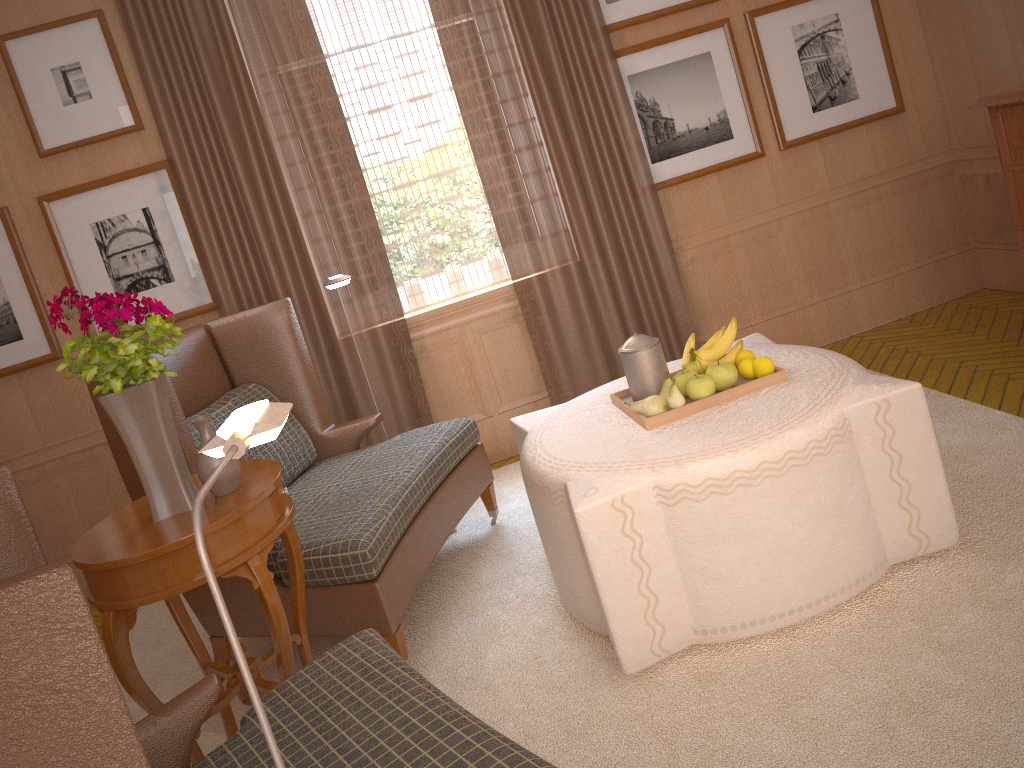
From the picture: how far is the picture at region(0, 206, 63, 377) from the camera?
6.8 meters

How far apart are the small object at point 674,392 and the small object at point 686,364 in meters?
0.4 m

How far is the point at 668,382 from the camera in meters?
4.7

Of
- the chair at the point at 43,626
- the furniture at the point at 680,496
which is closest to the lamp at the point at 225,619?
the chair at the point at 43,626

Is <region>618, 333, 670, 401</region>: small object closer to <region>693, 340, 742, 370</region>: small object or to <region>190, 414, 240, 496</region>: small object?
<region>693, 340, 742, 370</region>: small object

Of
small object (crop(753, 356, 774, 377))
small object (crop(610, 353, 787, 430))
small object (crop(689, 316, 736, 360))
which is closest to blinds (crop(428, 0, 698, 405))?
small object (crop(610, 353, 787, 430))

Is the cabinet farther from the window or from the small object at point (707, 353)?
the window

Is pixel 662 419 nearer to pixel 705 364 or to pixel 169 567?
pixel 705 364

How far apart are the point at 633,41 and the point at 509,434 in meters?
3.4 m

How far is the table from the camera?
3.60m
